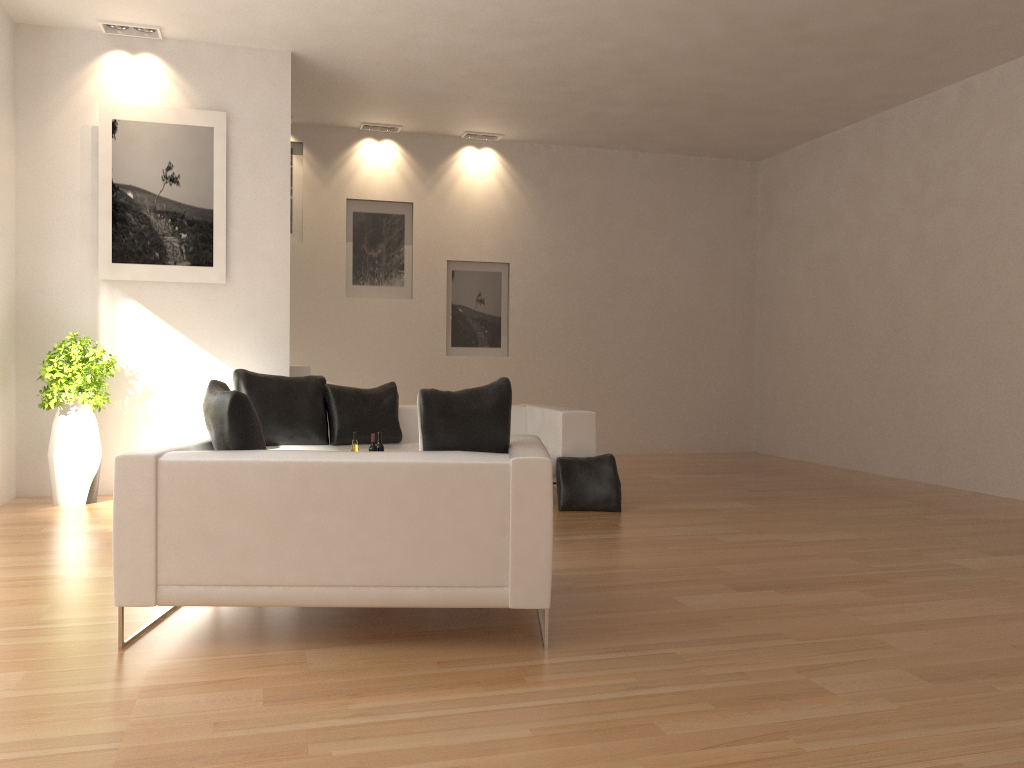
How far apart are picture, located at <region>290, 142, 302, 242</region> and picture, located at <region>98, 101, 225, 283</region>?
2.5 meters

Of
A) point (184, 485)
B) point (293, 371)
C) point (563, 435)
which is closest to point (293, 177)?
point (293, 371)

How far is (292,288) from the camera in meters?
9.9 m

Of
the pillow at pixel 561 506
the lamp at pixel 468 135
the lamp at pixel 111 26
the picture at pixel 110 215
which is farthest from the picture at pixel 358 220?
the pillow at pixel 561 506

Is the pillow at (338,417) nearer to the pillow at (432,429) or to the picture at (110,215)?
the picture at (110,215)

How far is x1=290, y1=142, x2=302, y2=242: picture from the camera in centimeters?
991cm

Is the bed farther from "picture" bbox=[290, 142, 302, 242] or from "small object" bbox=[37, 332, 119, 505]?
"picture" bbox=[290, 142, 302, 242]

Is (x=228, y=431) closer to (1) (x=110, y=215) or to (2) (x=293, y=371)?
(1) (x=110, y=215)

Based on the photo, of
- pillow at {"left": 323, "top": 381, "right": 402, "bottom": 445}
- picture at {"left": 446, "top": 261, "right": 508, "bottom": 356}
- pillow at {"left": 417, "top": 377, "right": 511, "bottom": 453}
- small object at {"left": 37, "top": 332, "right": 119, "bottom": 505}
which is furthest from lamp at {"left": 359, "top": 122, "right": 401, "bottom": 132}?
pillow at {"left": 417, "top": 377, "right": 511, "bottom": 453}

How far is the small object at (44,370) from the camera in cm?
663
